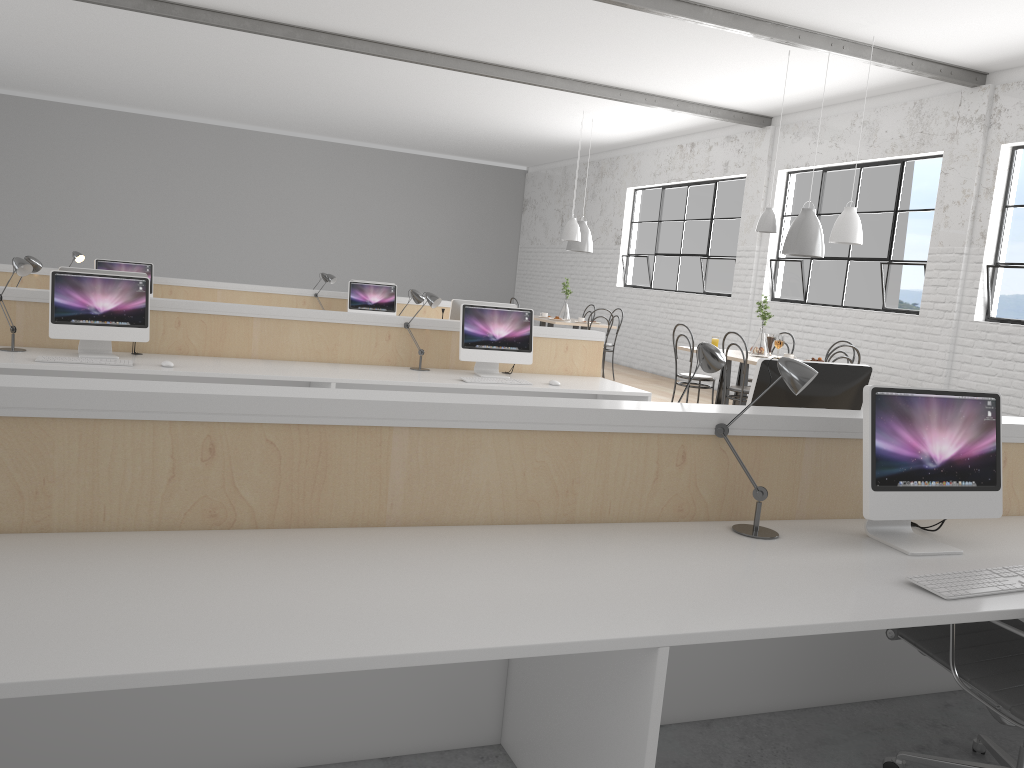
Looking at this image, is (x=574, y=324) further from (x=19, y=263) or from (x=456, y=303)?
(x=19, y=263)

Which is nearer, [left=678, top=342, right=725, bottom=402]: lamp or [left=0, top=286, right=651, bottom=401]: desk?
[left=678, top=342, right=725, bottom=402]: lamp

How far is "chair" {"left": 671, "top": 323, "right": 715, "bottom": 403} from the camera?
5.97m

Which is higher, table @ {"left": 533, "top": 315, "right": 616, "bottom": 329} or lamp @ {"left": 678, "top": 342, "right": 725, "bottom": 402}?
lamp @ {"left": 678, "top": 342, "right": 725, "bottom": 402}

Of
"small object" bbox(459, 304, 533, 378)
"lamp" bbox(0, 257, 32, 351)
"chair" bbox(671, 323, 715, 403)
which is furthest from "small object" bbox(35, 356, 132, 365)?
"chair" bbox(671, 323, 715, 403)

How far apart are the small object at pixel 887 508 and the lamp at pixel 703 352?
0.4m

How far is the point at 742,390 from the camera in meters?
5.4

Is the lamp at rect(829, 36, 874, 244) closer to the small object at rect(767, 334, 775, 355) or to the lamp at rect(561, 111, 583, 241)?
the small object at rect(767, 334, 775, 355)

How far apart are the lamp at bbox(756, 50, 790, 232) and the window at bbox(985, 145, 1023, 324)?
1.47m

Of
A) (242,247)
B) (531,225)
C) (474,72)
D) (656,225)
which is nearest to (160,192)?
(242,247)
